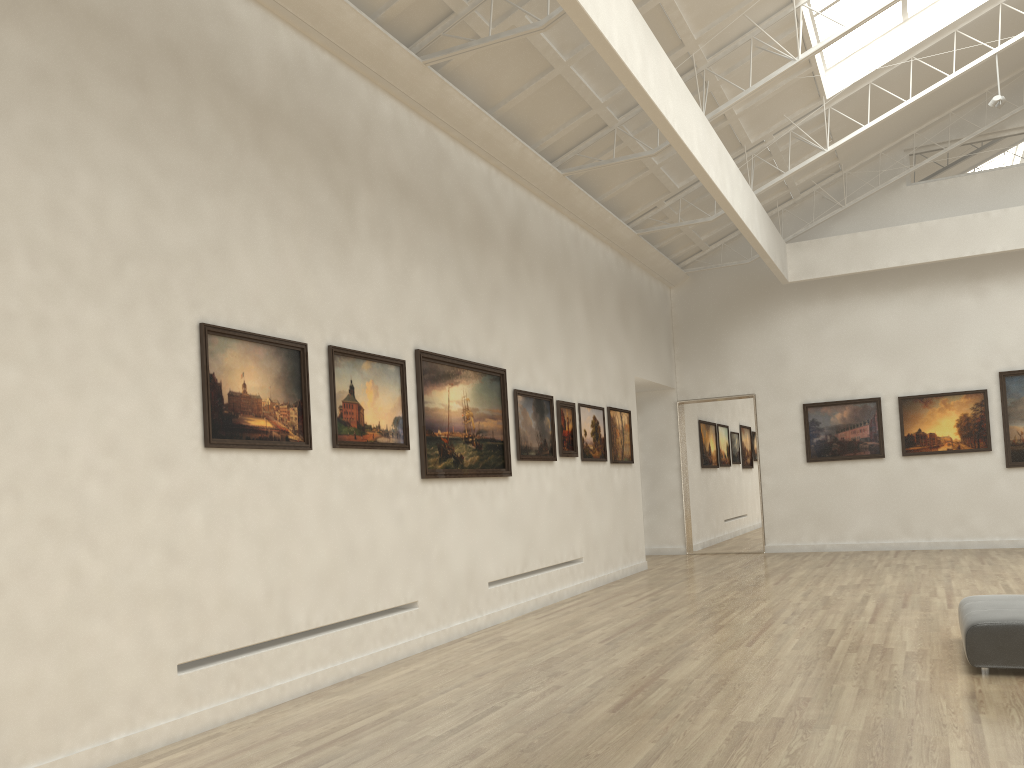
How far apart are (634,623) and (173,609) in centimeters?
924cm
